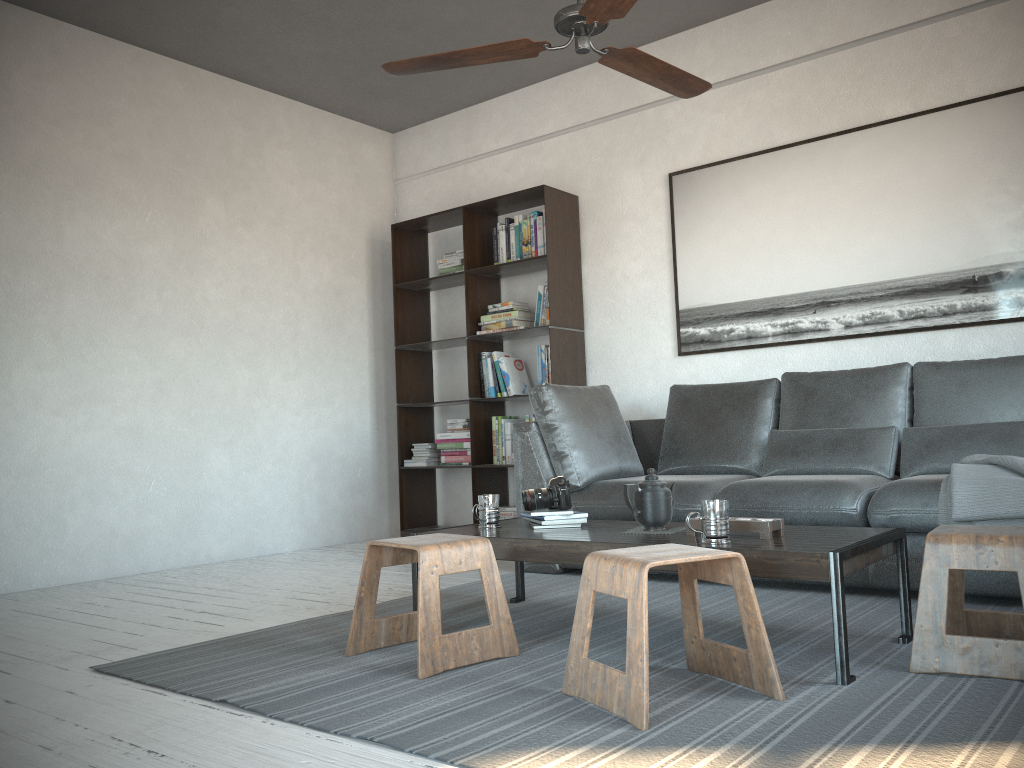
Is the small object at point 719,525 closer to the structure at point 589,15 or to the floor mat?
the floor mat

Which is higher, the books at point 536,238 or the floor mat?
the books at point 536,238

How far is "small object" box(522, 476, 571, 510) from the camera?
3.1m

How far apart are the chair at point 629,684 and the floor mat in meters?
0.0 m

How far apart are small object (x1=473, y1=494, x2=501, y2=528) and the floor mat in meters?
0.3 m

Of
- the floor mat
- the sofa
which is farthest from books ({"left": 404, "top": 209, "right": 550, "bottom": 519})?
the floor mat

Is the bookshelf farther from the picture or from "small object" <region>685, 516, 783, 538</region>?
"small object" <region>685, 516, 783, 538</region>

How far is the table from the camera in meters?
2.1

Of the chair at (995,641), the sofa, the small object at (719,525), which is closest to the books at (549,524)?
the small object at (719,525)

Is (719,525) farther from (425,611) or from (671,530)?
(425,611)
